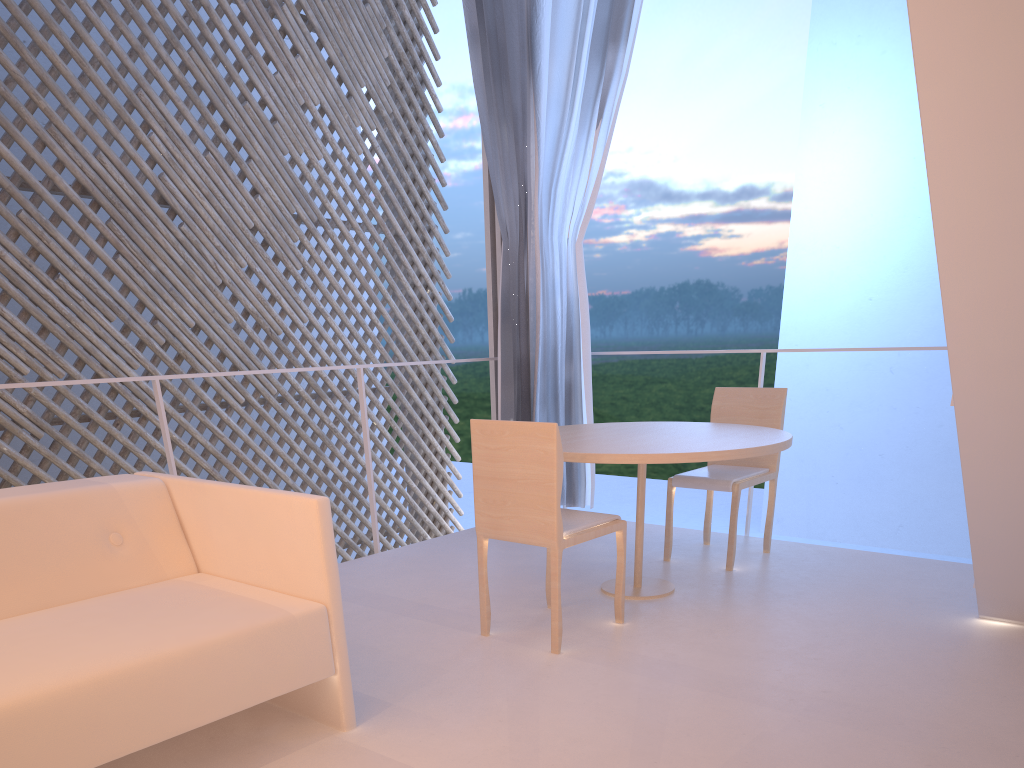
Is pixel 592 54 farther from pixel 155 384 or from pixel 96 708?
pixel 96 708

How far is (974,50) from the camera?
0.81m

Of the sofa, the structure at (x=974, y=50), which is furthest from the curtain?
the sofa

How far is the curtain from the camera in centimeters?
245cm

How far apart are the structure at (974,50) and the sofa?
0.8m

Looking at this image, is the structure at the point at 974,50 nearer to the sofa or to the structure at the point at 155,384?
the sofa

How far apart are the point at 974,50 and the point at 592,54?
1.8 meters

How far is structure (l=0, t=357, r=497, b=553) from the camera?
1.8m

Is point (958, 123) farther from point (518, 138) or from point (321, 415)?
point (321, 415)

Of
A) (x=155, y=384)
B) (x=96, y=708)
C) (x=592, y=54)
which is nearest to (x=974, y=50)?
(x=96, y=708)
